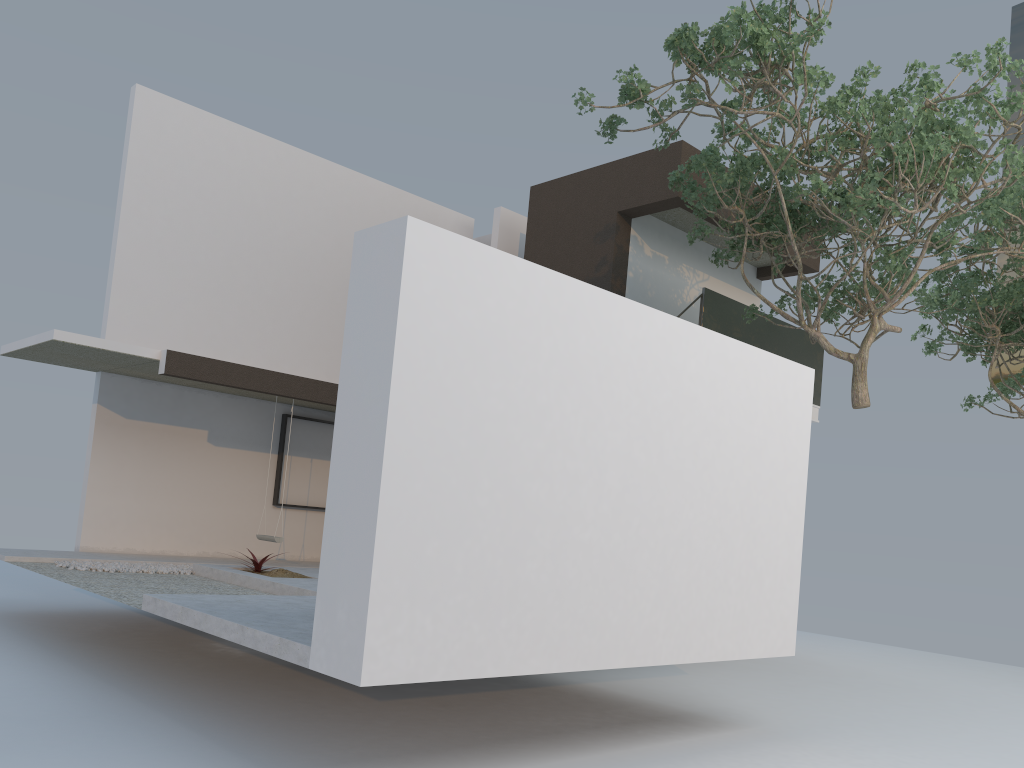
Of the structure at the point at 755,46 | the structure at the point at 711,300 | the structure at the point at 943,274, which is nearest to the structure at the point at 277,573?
the structure at the point at 755,46

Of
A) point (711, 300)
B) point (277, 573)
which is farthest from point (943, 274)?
point (277, 573)

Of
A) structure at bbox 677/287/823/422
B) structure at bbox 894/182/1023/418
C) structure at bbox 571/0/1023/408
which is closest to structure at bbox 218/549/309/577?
structure at bbox 571/0/1023/408

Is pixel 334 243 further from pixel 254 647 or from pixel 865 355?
pixel 254 647

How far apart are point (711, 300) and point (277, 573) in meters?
6.3 m

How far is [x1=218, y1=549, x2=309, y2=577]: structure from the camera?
8.9m

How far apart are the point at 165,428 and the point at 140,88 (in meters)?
4.34

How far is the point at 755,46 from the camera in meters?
7.6

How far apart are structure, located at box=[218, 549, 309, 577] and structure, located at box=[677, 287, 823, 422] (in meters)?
5.88

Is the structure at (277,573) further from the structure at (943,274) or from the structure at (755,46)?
the structure at (943,274)
